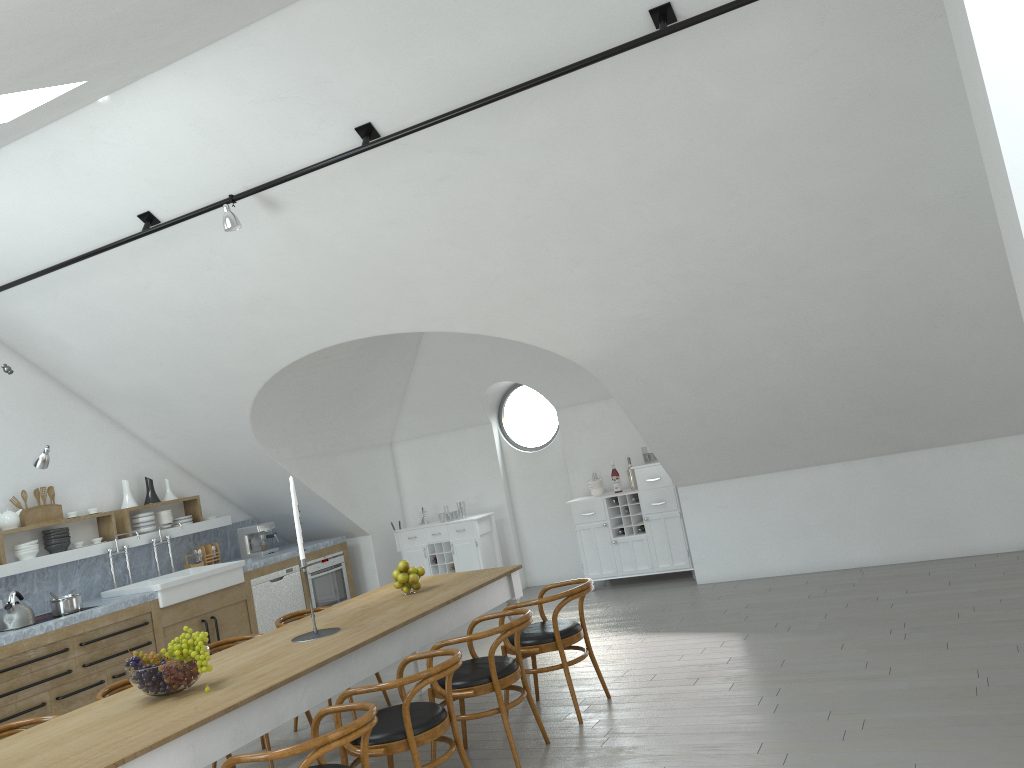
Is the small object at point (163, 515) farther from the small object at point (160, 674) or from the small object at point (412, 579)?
the small object at point (160, 674)

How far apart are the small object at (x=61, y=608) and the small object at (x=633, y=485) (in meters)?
5.08

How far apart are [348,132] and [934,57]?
3.3m

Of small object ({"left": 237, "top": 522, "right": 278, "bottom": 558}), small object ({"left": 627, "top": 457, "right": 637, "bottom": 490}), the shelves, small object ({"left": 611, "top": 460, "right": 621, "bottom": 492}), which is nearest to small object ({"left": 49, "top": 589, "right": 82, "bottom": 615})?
the shelves

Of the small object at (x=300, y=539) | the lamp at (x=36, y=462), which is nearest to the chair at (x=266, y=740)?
the small object at (x=300, y=539)

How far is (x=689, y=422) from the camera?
7.5 meters

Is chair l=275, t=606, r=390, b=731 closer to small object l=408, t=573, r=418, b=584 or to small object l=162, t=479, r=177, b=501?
small object l=408, t=573, r=418, b=584

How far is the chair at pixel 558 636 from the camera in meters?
5.1 m

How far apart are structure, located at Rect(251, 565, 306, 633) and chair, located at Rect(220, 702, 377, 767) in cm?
501

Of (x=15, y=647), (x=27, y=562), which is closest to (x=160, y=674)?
(x=15, y=647)
